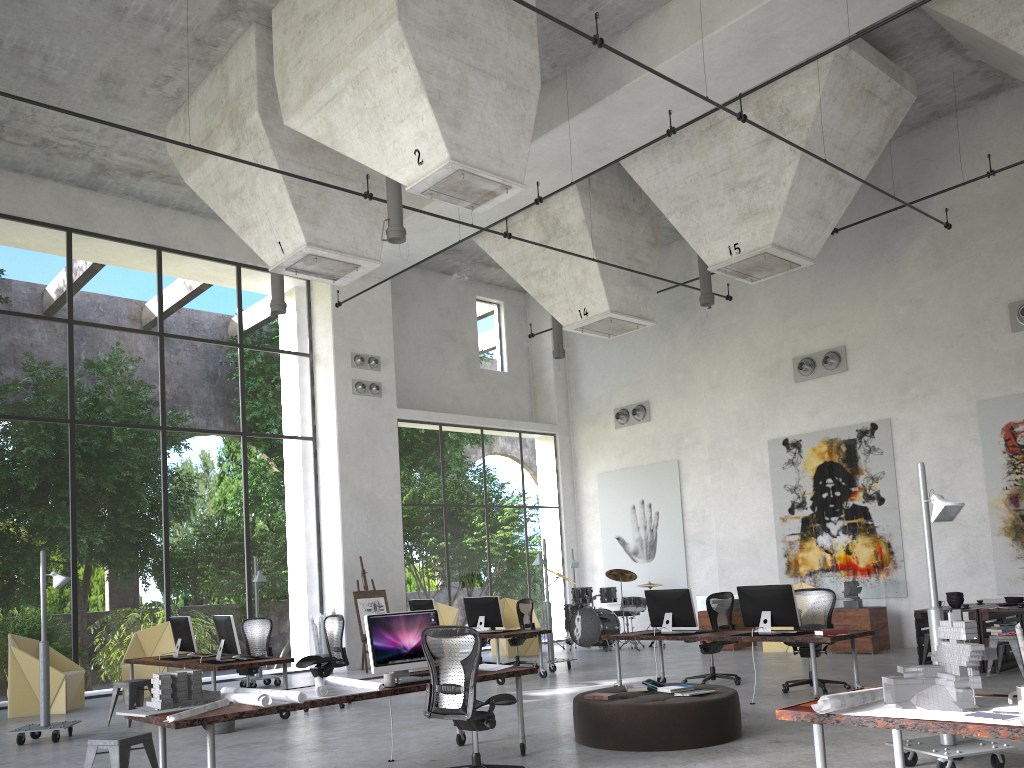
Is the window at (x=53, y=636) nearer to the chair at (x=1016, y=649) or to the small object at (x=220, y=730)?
the small object at (x=220, y=730)

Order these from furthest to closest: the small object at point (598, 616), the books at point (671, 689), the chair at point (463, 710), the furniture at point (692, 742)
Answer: the small object at point (598, 616) < the books at point (671, 689) < the furniture at point (692, 742) < the chair at point (463, 710)

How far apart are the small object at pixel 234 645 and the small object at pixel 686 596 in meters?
4.9

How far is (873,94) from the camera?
12.35m

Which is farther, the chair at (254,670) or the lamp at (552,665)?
the lamp at (552,665)

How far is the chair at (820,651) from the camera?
10.0m

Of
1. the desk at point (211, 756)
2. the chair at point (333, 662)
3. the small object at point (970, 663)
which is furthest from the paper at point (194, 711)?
the chair at point (333, 662)

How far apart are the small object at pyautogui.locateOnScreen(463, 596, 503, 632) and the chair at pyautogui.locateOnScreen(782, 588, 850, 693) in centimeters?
432cm

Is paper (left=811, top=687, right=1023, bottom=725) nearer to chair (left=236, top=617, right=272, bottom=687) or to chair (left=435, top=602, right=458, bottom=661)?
chair (left=236, top=617, right=272, bottom=687)

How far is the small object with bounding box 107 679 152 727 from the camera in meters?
10.3
